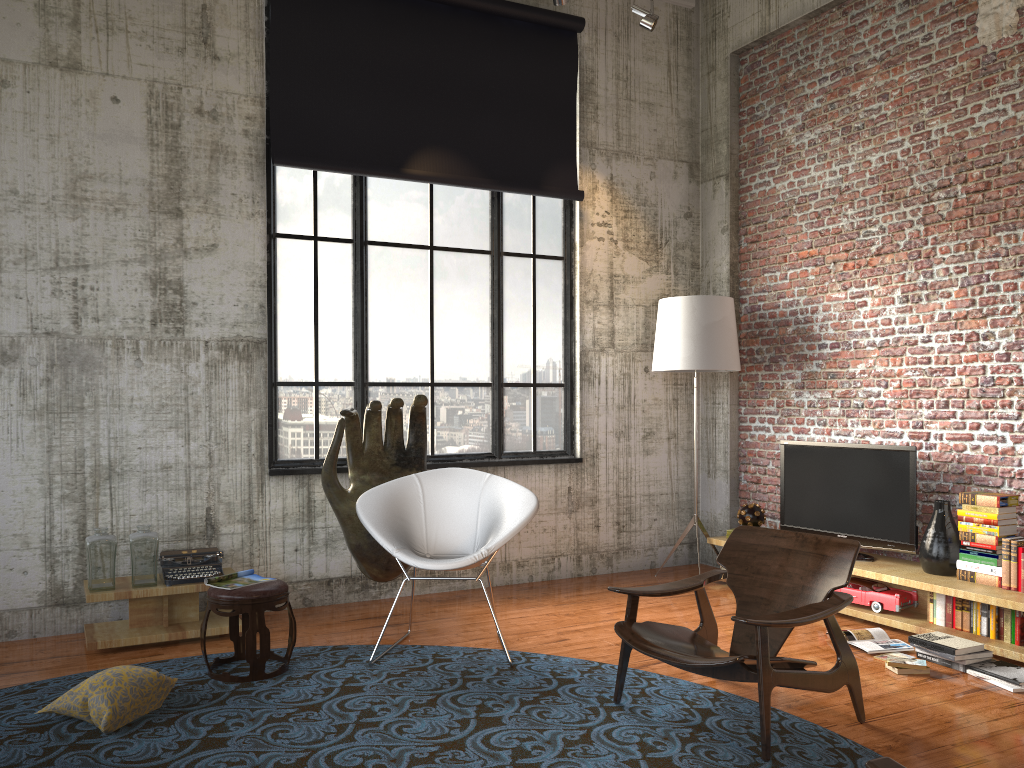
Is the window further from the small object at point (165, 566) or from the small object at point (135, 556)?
the small object at point (135, 556)

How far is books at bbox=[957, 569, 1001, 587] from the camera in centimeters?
513cm

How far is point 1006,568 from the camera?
5.0 meters

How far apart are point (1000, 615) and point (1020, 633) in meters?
0.1

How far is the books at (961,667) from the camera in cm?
467

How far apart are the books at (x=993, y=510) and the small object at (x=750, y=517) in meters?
1.7 m

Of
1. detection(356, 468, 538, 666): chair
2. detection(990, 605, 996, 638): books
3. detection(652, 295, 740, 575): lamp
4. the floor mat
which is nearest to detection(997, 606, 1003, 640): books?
detection(990, 605, 996, 638): books

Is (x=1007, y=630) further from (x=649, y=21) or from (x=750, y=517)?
(x=649, y=21)

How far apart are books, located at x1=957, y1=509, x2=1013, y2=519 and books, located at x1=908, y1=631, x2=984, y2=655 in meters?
0.8

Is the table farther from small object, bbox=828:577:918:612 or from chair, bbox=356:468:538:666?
small object, bbox=828:577:918:612
